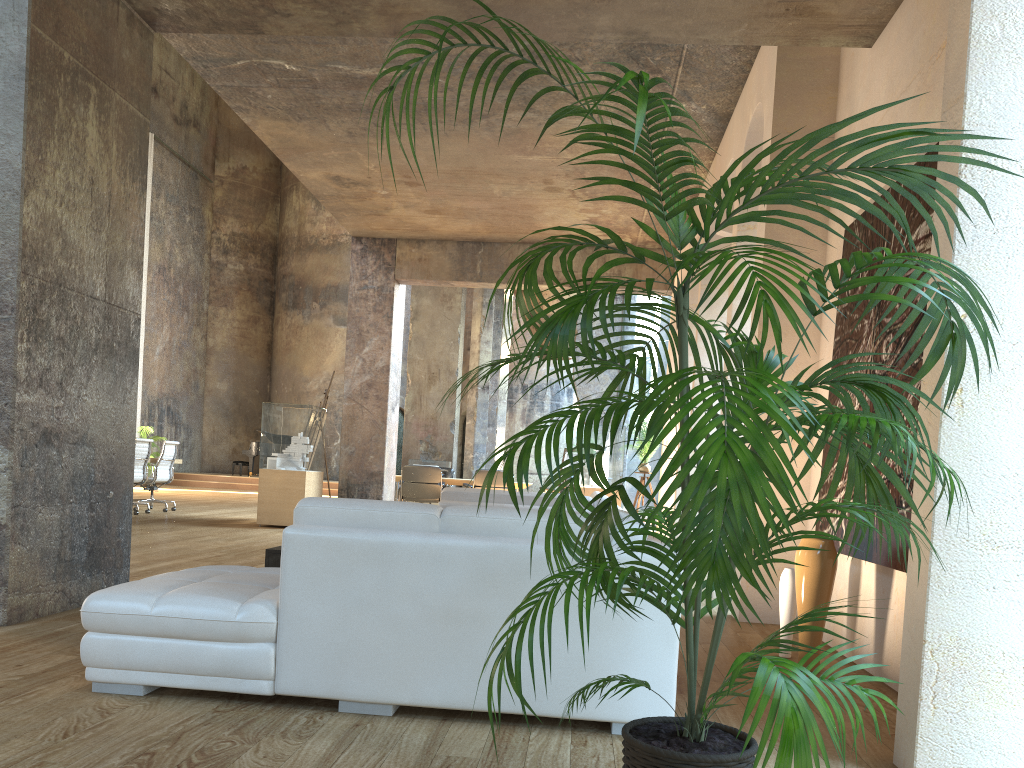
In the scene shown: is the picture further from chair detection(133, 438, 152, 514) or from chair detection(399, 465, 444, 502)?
chair detection(133, 438, 152, 514)

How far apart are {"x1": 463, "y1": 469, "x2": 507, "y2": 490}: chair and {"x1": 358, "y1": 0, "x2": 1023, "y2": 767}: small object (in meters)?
11.07

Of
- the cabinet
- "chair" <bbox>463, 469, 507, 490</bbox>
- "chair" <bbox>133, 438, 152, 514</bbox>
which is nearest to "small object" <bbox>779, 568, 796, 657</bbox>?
the cabinet

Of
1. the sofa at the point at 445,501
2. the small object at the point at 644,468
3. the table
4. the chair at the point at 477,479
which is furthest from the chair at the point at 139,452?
the sofa at the point at 445,501

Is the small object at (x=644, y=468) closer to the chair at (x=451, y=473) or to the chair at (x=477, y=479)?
the chair at (x=477, y=479)

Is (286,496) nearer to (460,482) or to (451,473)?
(460,482)

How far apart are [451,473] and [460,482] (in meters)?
1.57

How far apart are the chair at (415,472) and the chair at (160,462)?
3.4m

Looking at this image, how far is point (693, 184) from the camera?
9.14m

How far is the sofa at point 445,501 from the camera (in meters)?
6.21
